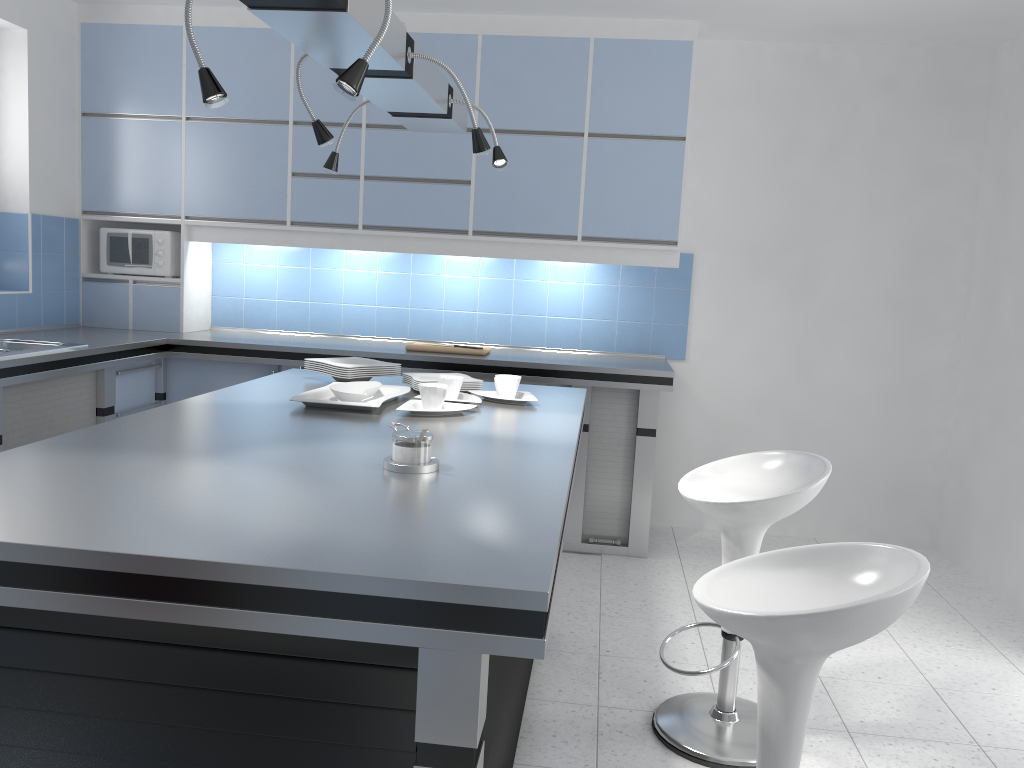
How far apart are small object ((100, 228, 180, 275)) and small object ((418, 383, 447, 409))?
2.8 meters

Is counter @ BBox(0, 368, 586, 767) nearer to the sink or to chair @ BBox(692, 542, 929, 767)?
chair @ BBox(692, 542, 929, 767)

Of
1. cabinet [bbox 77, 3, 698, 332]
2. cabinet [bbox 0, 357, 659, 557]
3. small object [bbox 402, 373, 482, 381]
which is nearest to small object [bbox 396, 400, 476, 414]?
small object [bbox 402, 373, 482, 381]

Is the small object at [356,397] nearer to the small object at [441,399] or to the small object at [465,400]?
the small object at [441,399]

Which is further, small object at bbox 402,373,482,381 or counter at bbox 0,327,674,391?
counter at bbox 0,327,674,391

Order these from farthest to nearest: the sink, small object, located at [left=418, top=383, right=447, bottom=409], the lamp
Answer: the sink < small object, located at [left=418, top=383, right=447, bottom=409] < the lamp

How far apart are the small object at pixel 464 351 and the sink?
1.6m

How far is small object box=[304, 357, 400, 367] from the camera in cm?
323

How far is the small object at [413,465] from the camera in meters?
1.9 m

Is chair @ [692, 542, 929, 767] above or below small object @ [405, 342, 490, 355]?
below
